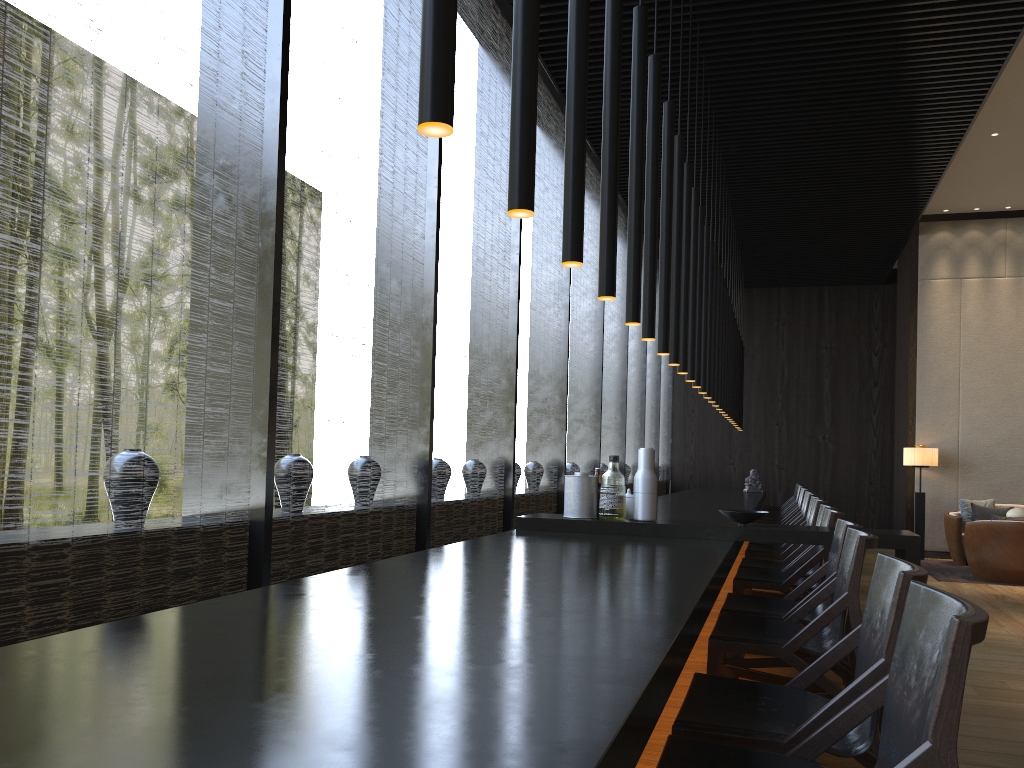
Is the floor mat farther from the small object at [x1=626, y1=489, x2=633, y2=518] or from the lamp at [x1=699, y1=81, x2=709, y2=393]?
the small object at [x1=626, y1=489, x2=633, y2=518]

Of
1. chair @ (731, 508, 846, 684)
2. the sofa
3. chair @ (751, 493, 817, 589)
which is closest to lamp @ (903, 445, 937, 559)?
the sofa

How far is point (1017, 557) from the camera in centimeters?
817cm

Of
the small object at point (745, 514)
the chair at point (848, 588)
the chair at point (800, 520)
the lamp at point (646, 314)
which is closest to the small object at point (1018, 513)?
the chair at point (800, 520)

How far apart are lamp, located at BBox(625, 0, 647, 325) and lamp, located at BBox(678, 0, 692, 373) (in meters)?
1.86

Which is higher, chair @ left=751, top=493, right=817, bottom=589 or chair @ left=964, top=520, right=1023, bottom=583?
chair @ left=751, top=493, right=817, bottom=589

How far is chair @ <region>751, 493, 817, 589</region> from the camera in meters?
7.3 m

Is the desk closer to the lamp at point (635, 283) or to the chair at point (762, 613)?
the chair at point (762, 613)

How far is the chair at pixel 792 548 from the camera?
5.8m

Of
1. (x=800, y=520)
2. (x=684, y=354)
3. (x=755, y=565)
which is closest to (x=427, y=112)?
(x=684, y=354)
